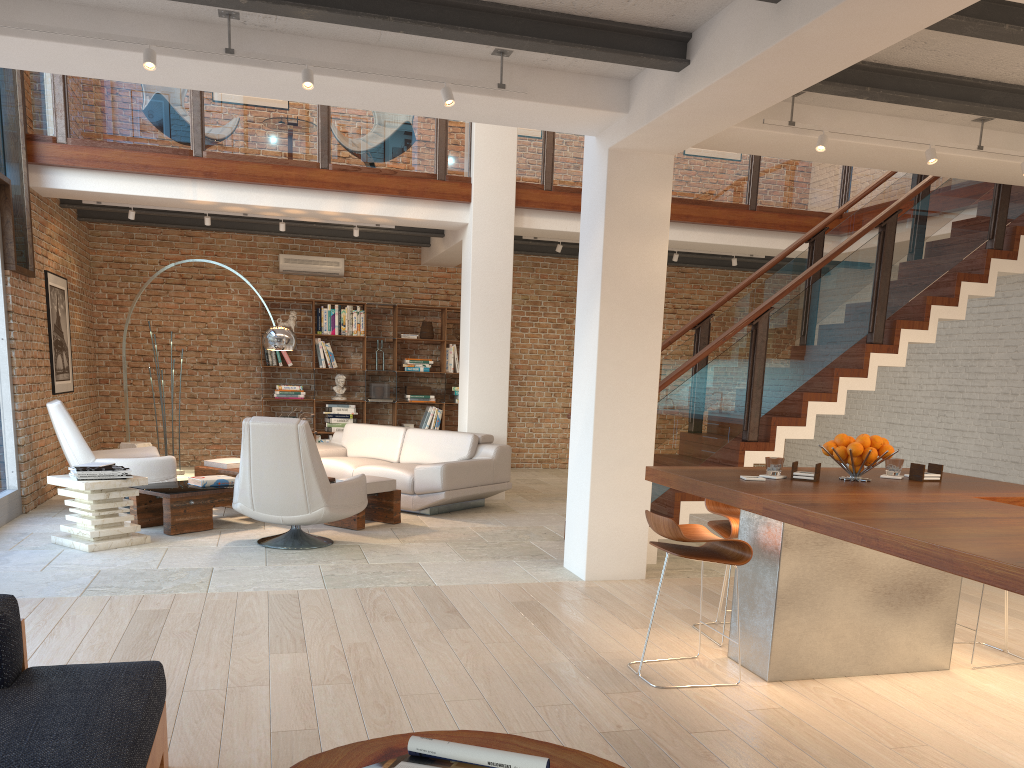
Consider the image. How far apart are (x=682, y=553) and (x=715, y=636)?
1.03m

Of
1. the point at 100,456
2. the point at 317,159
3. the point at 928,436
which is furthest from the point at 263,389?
the point at 928,436

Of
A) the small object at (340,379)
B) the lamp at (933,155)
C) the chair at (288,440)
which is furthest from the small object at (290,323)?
the lamp at (933,155)

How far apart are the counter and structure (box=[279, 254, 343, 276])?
8.1 meters

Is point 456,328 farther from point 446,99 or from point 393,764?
point 393,764

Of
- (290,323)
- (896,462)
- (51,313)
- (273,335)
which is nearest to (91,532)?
(273,335)

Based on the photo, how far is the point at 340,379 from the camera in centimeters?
1165cm

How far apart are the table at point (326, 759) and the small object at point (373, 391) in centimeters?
976cm

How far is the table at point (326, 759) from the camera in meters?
2.0 m

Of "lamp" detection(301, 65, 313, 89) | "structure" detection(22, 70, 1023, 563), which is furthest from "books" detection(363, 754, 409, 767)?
"structure" detection(22, 70, 1023, 563)
